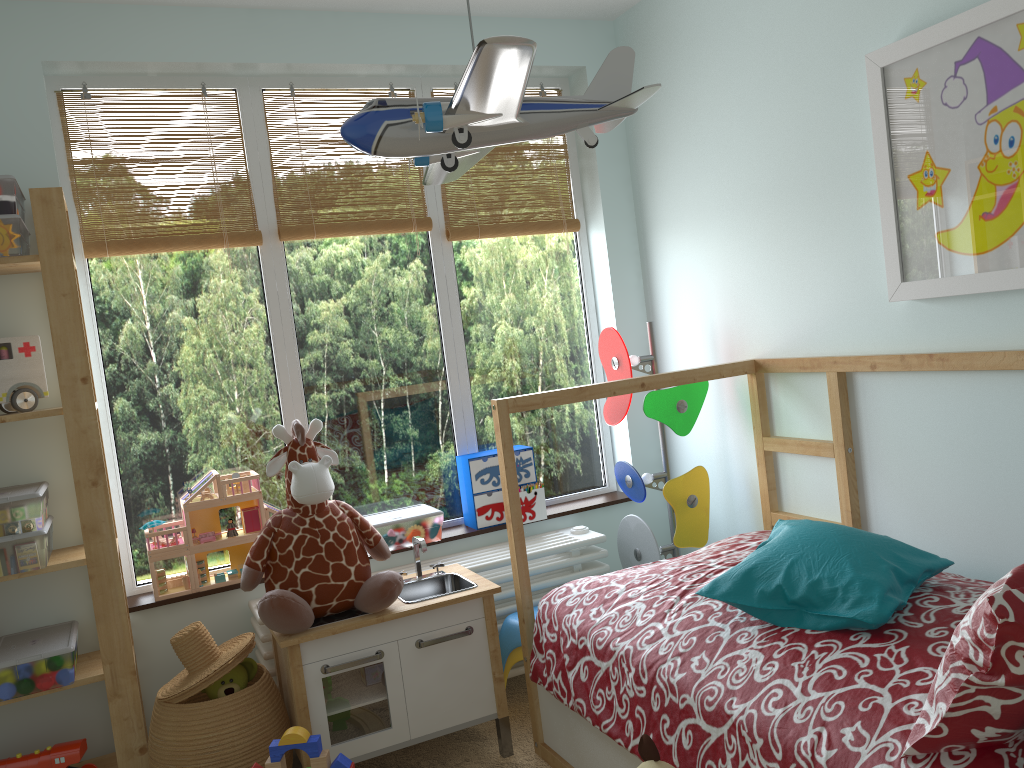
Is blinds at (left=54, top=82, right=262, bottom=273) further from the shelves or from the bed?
the bed

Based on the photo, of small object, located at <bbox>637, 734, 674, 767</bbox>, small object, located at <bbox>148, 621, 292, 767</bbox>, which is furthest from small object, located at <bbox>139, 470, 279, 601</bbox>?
small object, located at <bbox>637, 734, 674, 767</bbox>

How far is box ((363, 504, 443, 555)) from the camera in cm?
279

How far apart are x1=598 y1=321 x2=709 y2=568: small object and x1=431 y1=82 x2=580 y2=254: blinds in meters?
0.5 m

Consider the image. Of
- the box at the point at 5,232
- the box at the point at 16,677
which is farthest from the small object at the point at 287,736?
the box at the point at 5,232

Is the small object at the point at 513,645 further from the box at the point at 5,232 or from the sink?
the box at the point at 5,232

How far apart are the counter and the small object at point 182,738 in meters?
0.0

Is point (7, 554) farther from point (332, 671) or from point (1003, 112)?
point (1003, 112)

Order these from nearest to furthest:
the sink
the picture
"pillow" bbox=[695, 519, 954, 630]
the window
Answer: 1. "pillow" bbox=[695, 519, 954, 630]
2. the picture
3. the sink
4. the window

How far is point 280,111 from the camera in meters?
2.8 m
